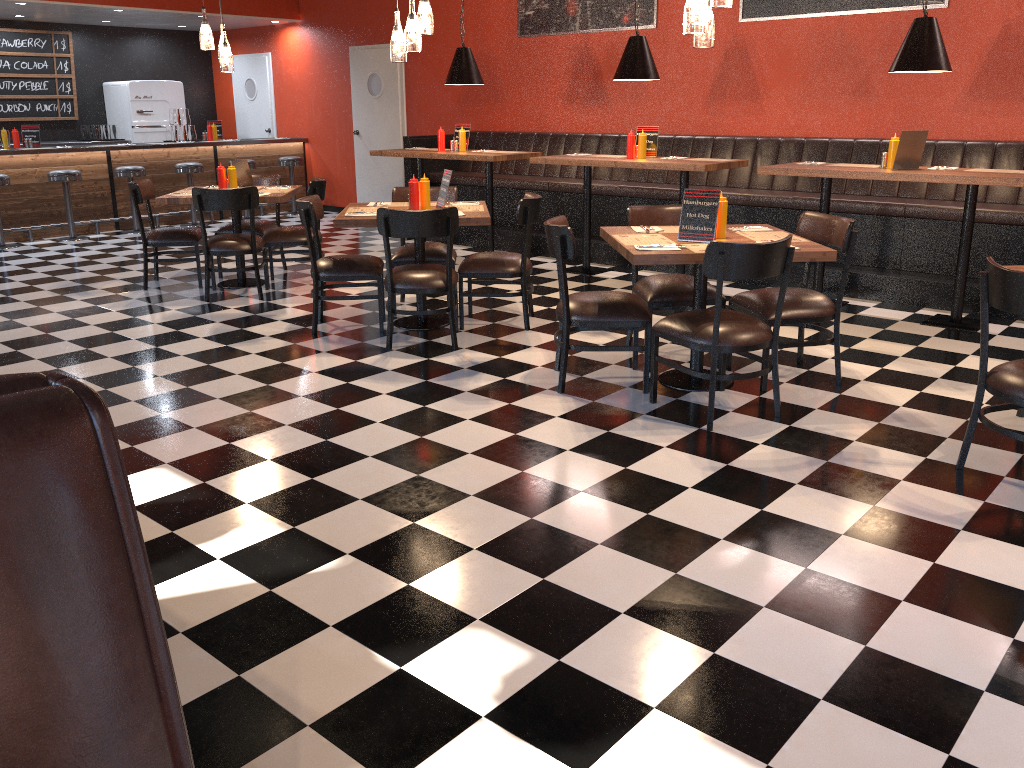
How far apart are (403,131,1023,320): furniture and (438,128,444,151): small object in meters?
0.8 m

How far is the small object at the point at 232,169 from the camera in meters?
7.0

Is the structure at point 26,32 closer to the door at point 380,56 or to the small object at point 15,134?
the small object at point 15,134

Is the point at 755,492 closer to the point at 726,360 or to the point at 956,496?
the point at 956,496

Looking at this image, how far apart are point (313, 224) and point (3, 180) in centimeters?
557cm

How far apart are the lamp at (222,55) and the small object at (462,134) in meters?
2.3

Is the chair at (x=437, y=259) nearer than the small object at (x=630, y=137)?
Yes

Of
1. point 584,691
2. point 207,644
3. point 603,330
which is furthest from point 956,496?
point 207,644

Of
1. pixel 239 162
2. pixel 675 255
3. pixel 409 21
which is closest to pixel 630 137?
pixel 409 21

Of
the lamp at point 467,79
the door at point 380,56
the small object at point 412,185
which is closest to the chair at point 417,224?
the small object at point 412,185
